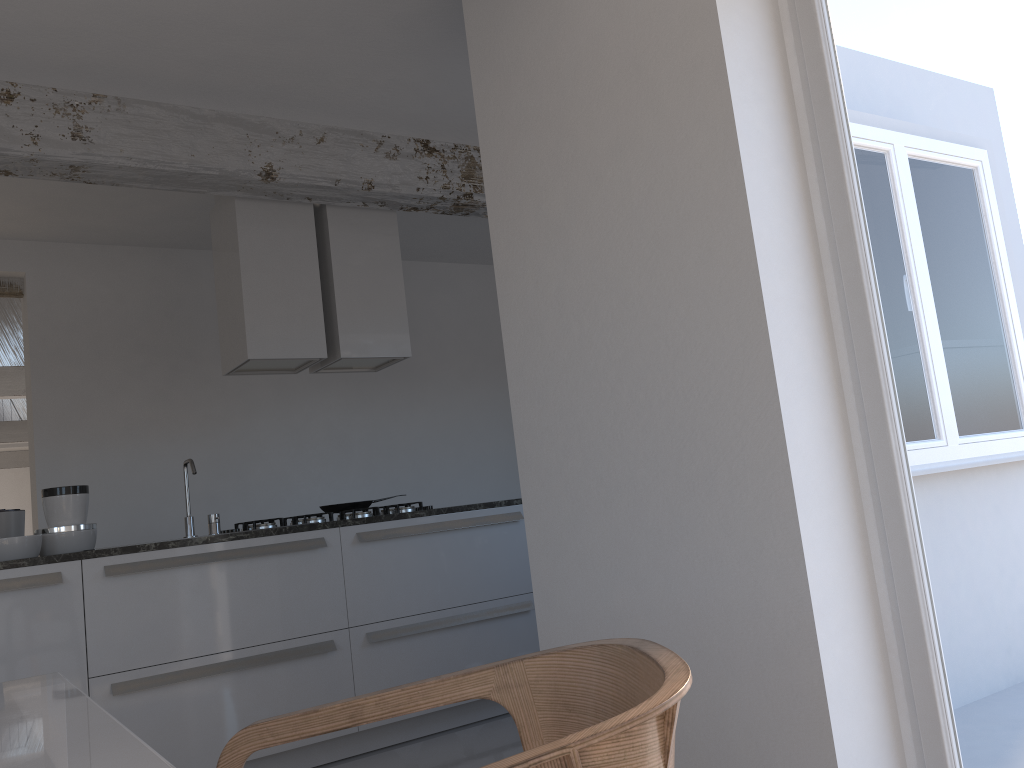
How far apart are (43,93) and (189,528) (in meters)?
1.93

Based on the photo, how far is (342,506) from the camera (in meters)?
4.63

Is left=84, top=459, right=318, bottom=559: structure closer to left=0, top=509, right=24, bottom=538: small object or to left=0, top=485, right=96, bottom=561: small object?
left=0, top=485, right=96, bottom=561: small object

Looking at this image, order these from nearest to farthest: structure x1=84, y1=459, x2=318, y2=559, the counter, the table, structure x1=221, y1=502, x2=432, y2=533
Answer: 1. the table
2. the counter
3. structure x1=84, y1=459, x2=318, y2=559
4. structure x1=221, y1=502, x2=432, y2=533

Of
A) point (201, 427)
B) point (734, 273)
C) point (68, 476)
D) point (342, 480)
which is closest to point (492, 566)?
point (342, 480)

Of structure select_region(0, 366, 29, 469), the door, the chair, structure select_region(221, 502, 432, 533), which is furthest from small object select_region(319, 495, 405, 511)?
structure select_region(0, 366, 29, 469)

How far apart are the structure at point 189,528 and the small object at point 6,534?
0.80m

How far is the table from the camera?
0.7m

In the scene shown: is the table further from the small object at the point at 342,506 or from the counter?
the small object at the point at 342,506

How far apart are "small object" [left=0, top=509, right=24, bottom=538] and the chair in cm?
330
